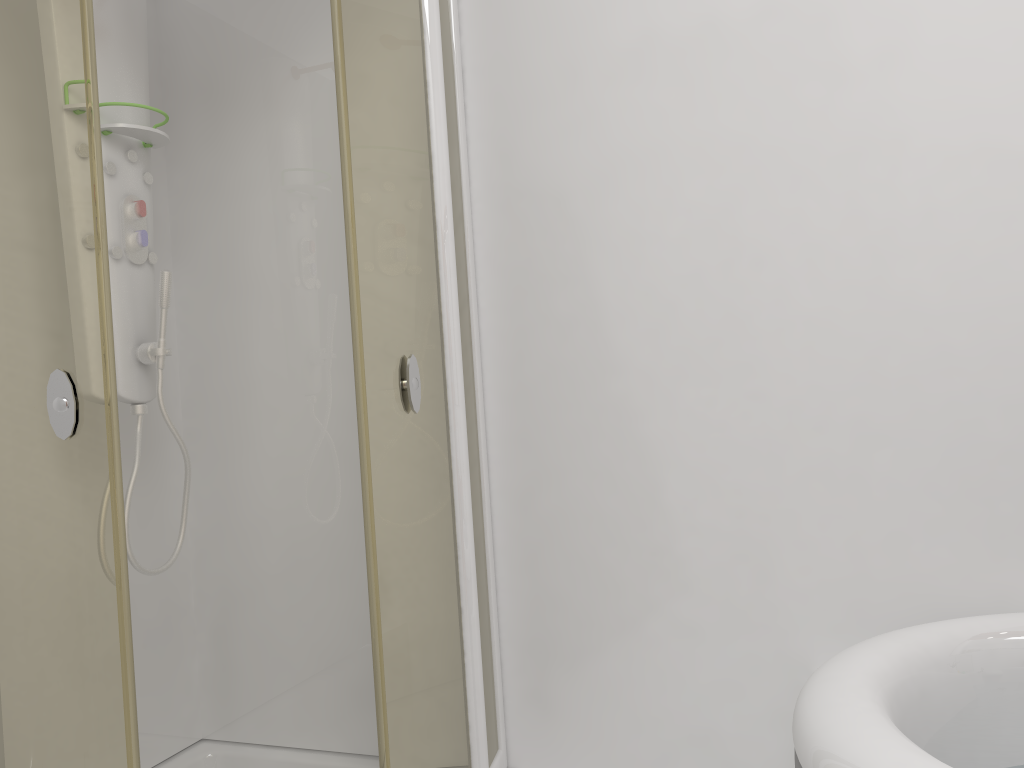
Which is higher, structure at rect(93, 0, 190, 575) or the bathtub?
structure at rect(93, 0, 190, 575)

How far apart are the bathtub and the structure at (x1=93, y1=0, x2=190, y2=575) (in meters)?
1.35

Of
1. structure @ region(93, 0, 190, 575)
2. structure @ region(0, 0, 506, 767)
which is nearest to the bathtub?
structure @ region(0, 0, 506, 767)

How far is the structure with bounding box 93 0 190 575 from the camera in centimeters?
190cm

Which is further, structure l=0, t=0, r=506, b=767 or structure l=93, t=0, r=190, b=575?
structure l=93, t=0, r=190, b=575

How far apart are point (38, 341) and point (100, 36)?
0.9 meters

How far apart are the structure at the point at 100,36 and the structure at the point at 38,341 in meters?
0.2 m

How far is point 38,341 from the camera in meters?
1.4 m

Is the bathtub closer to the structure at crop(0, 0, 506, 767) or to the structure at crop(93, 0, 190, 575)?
the structure at crop(0, 0, 506, 767)

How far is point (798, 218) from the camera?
1.8m
